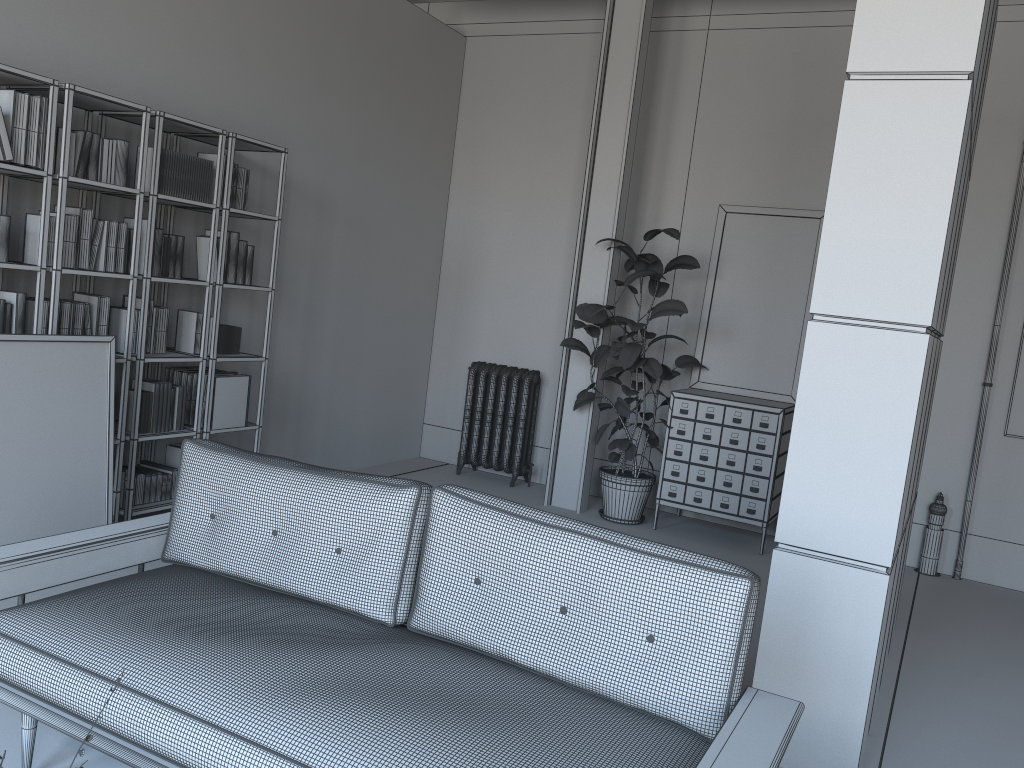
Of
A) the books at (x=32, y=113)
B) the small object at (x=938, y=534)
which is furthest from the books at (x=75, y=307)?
the small object at (x=938, y=534)

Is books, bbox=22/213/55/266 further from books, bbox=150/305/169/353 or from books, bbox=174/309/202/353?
books, bbox=174/309/202/353

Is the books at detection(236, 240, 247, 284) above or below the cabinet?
above

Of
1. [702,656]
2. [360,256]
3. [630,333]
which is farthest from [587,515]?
[702,656]

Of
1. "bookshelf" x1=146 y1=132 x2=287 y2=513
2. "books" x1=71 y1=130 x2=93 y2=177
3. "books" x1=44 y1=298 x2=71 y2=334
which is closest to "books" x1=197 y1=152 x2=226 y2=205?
"bookshelf" x1=146 y1=132 x2=287 y2=513

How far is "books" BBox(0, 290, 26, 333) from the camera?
4.1m

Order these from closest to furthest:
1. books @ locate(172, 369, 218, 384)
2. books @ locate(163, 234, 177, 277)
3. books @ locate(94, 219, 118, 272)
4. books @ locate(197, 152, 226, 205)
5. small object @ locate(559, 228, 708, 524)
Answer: books @ locate(94, 219, 118, 272)
books @ locate(163, 234, 177, 277)
books @ locate(197, 152, 226, 205)
books @ locate(172, 369, 218, 384)
small object @ locate(559, 228, 708, 524)

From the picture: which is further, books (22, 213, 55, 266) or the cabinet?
the cabinet

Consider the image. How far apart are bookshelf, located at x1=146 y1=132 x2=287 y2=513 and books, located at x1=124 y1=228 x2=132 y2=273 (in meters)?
0.49

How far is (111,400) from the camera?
4.30m
